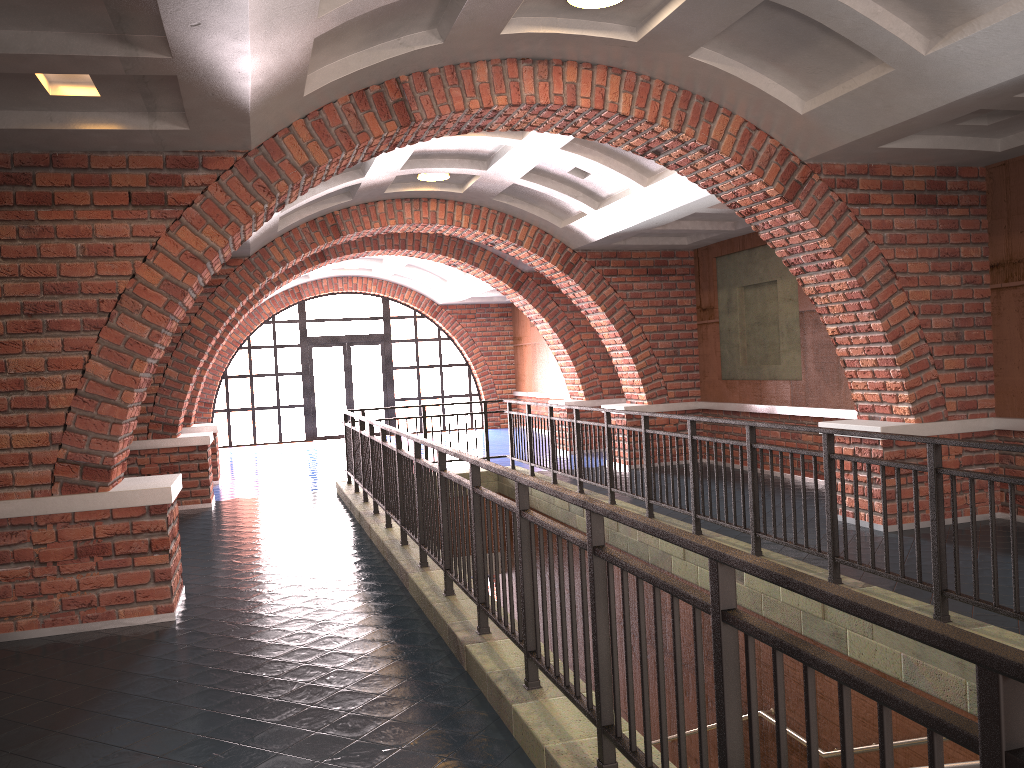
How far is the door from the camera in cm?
2060

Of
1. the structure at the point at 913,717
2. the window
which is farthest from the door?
the structure at the point at 913,717

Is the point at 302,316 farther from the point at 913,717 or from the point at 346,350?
the point at 913,717

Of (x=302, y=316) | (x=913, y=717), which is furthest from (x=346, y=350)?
(x=913, y=717)

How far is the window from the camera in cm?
2030

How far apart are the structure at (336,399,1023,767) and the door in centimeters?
934cm

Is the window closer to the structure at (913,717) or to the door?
the door

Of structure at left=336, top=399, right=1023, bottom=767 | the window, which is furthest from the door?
structure at left=336, top=399, right=1023, bottom=767

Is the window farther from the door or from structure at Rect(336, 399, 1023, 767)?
structure at Rect(336, 399, 1023, 767)

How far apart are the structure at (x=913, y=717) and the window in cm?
928
